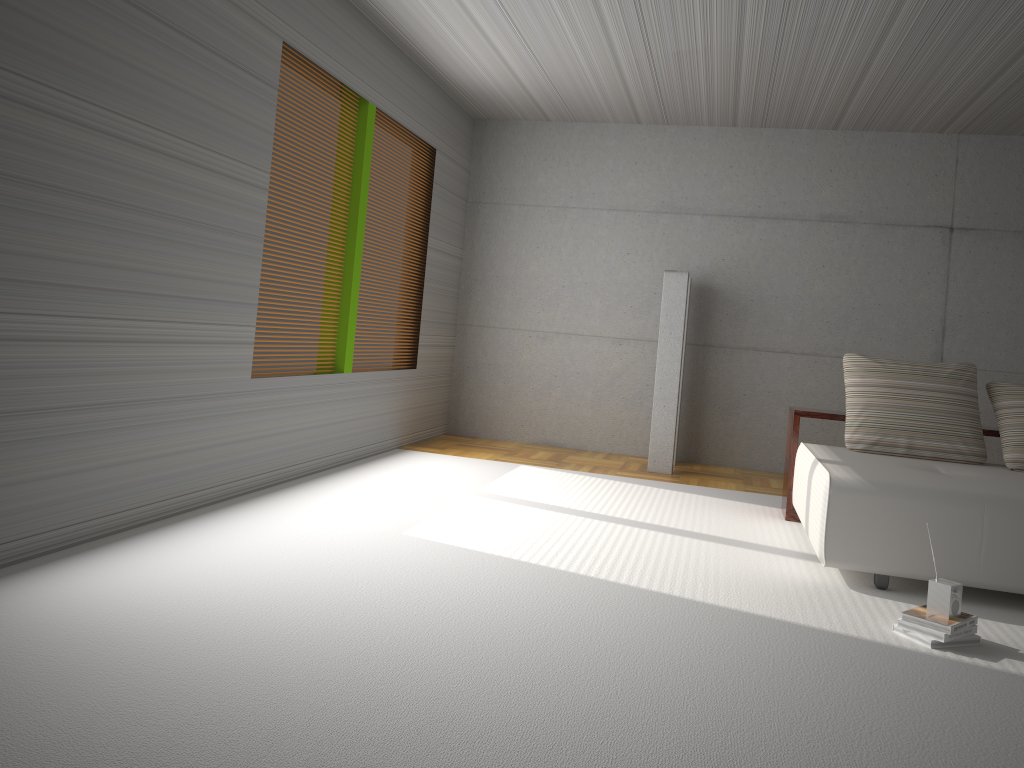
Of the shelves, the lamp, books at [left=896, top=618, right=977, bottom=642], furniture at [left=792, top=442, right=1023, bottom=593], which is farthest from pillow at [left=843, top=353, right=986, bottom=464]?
books at [left=896, top=618, right=977, bottom=642]

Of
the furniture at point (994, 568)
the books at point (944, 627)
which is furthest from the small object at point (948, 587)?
the furniture at point (994, 568)

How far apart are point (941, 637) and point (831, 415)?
2.45m

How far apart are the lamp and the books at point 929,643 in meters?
3.8 m

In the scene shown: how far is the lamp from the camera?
7.3 meters

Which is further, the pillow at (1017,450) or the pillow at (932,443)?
the pillow at (932,443)

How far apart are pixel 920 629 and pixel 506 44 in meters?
4.7

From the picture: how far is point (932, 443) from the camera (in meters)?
5.26

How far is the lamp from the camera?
7.3m

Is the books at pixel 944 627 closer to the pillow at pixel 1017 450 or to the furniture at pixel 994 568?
the furniture at pixel 994 568
